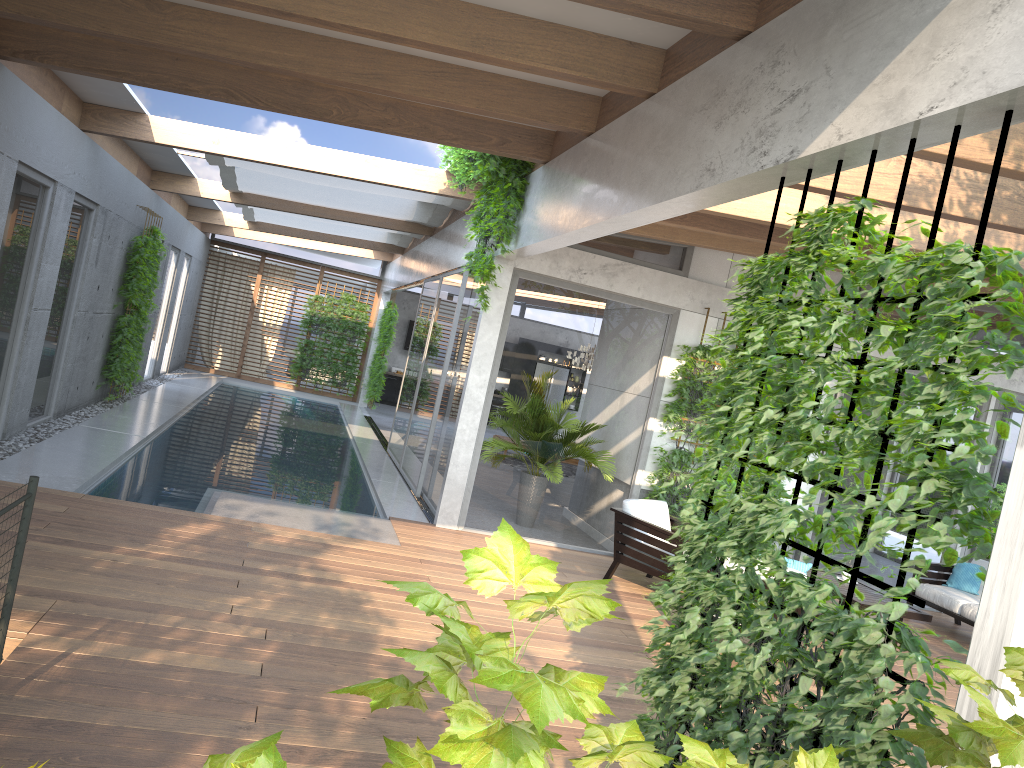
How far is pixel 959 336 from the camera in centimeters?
238cm

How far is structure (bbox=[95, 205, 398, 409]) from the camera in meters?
11.8

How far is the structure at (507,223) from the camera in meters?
7.8 m

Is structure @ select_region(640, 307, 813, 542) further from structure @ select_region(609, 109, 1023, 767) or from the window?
structure @ select_region(609, 109, 1023, 767)

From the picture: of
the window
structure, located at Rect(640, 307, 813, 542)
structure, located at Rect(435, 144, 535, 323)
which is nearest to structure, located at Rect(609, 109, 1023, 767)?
structure, located at Rect(435, 144, 535, 323)

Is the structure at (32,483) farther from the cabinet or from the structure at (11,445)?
the cabinet

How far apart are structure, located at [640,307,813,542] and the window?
0.1 meters

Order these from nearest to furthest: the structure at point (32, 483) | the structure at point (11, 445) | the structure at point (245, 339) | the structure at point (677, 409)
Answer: the structure at point (32, 483), the structure at point (11, 445), the structure at point (677, 409), the structure at point (245, 339)

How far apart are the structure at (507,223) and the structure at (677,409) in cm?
207

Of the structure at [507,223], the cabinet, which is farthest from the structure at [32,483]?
the cabinet
